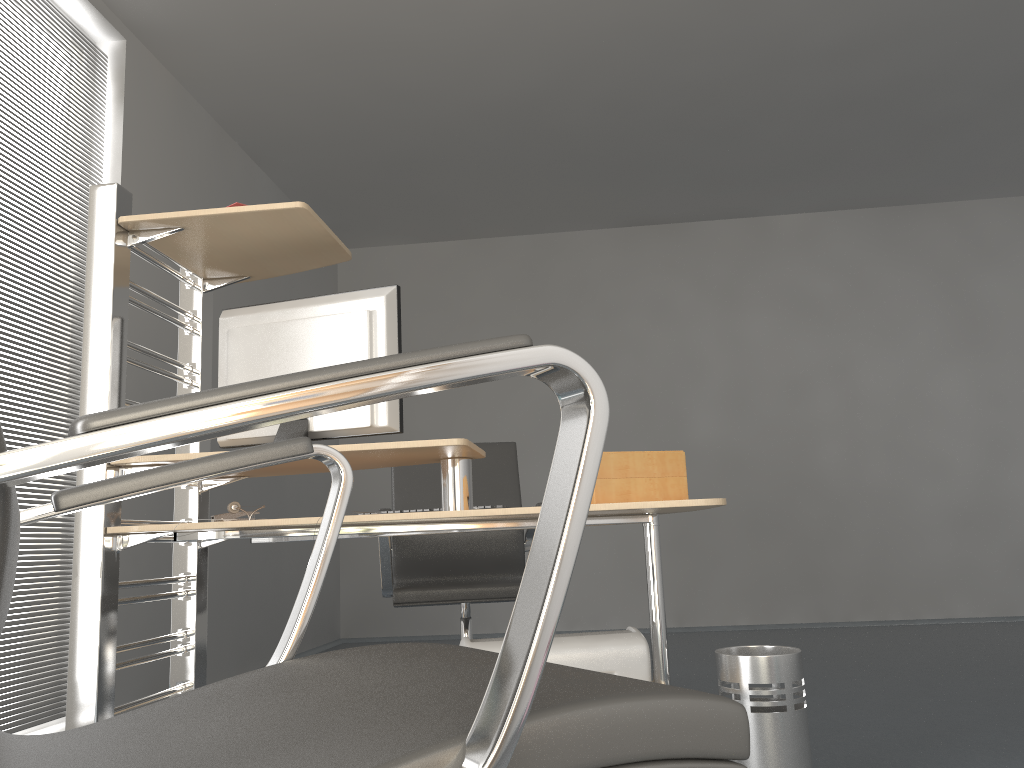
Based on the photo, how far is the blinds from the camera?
3.11m

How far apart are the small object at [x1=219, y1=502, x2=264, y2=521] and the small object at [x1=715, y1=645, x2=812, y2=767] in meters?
1.3

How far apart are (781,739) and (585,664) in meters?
0.5

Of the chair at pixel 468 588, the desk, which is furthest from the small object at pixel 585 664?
the chair at pixel 468 588

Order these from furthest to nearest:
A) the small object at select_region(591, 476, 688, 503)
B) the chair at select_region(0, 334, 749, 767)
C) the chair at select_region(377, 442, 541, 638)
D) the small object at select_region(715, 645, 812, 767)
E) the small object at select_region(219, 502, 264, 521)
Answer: the chair at select_region(377, 442, 541, 638), the small object at select_region(219, 502, 264, 521), the small object at select_region(715, 645, 812, 767), the small object at select_region(591, 476, 688, 503), the chair at select_region(0, 334, 749, 767)

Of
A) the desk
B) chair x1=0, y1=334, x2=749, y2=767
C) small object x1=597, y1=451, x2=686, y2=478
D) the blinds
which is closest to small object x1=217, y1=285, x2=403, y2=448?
the desk

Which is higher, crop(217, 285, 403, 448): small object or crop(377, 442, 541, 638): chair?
crop(217, 285, 403, 448): small object

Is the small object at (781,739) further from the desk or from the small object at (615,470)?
the small object at (615,470)

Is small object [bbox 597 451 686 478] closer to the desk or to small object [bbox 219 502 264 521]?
the desk

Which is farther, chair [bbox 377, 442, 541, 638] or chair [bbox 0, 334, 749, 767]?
chair [bbox 377, 442, 541, 638]
